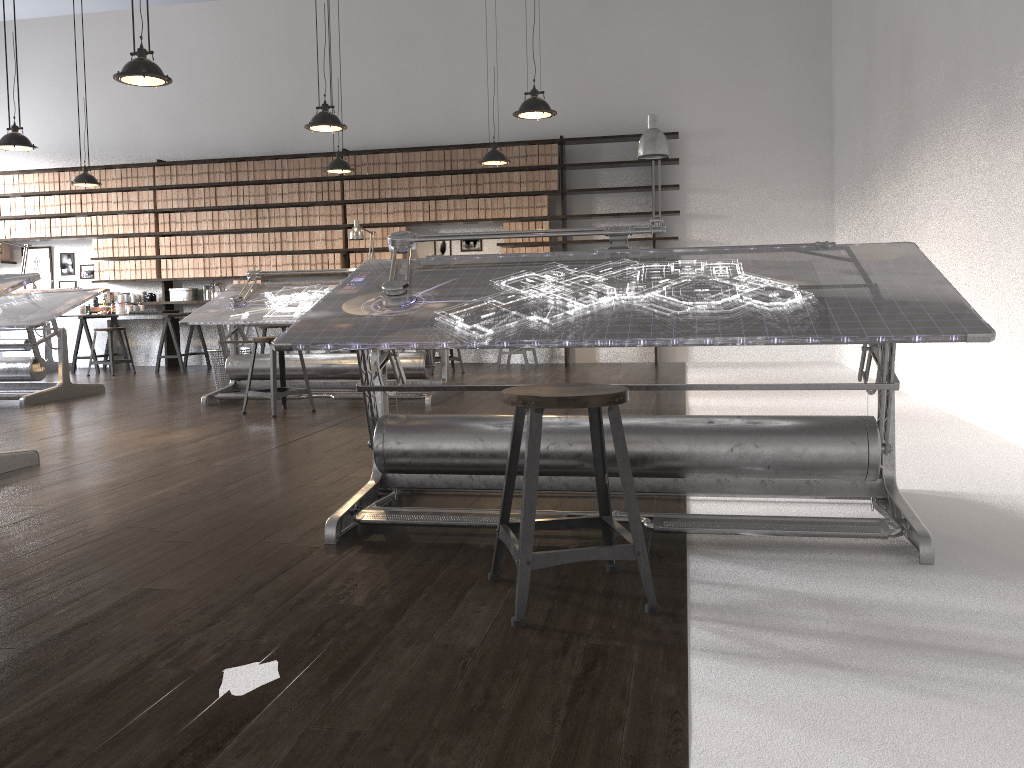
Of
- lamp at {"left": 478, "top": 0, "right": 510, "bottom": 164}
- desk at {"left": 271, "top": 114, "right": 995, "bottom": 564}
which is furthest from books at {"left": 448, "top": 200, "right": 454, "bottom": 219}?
desk at {"left": 271, "top": 114, "right": 995, "bottom": 564}

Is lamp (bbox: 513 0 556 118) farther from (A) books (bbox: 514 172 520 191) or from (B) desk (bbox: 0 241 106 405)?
(B) desk (bbox: 0 241 106 405)

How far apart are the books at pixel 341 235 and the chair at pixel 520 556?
8.1m

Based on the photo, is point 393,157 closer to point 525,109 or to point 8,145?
point 8,145

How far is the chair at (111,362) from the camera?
9.5m

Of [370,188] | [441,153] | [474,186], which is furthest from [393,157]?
[474,186]

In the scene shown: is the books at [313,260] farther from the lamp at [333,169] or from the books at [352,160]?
the lamp at [333,169]

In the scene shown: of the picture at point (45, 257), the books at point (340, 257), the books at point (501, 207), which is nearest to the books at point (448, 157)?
the books at point (501, 207)

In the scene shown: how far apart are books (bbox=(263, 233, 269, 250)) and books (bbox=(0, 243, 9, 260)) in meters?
3.5

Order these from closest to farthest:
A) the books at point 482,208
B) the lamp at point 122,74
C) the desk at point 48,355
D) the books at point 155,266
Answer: the lamp at point 122,74, the books at point 482,208, the desk at point 48,355, the books at point 155,266
